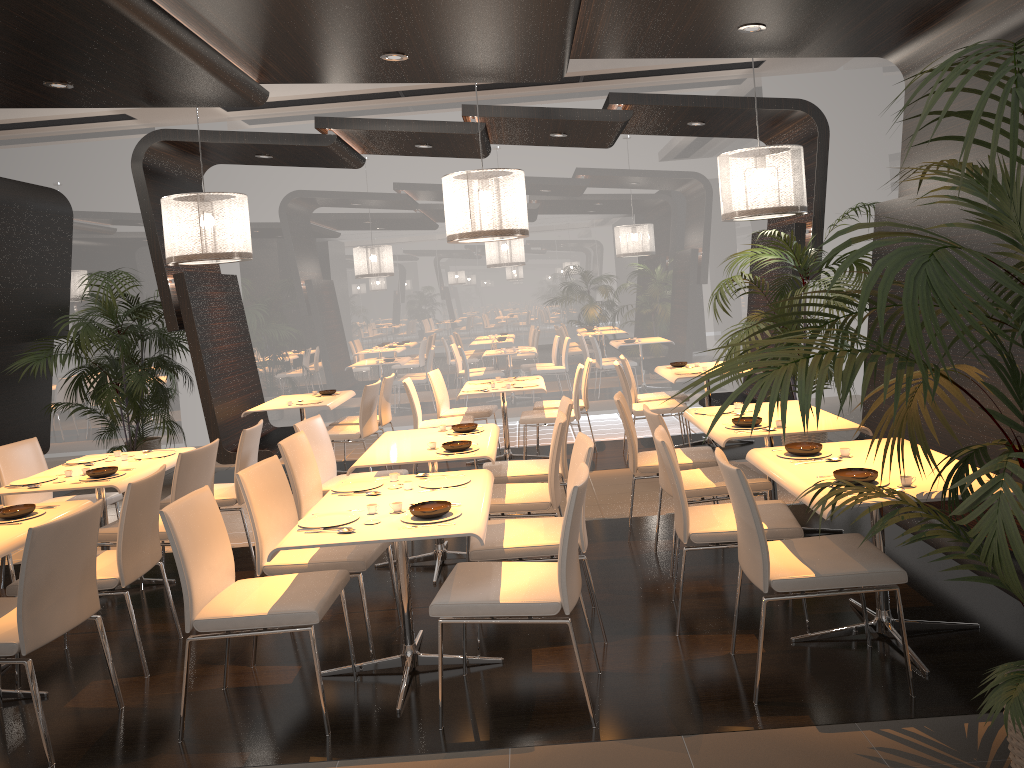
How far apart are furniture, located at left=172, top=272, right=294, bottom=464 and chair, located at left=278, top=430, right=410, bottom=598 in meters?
2.6 m

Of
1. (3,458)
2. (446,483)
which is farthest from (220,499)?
(446,483)

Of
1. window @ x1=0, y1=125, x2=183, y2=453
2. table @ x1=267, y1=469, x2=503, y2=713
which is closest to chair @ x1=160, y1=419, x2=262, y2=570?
table @ x1=267, y1=469, x2=503, y2=713

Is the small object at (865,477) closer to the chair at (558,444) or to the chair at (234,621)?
the chair at (558,444)

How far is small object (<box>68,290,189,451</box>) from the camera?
8.5m

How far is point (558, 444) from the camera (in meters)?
4.73

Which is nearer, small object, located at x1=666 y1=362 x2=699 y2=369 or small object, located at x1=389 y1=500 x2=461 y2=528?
small object, located at x1=389 y1=500 x2=461 y2=528

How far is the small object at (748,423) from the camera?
4.9 meters

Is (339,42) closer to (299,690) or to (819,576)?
(299,690)

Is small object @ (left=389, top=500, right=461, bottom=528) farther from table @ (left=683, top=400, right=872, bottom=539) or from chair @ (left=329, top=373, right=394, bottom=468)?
chair @ (left=329, top=373, right=394, bottom=468)
